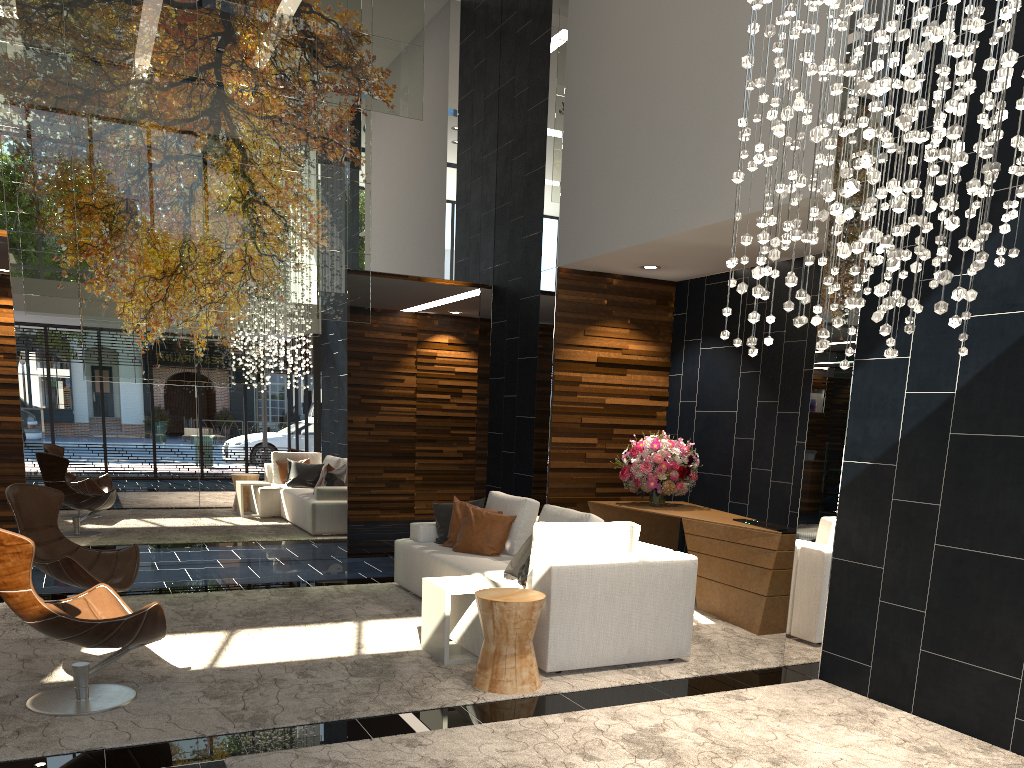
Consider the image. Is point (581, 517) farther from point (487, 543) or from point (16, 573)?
point (16, 573)

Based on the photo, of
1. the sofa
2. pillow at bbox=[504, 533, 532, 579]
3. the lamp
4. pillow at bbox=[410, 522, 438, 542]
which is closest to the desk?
the sofa

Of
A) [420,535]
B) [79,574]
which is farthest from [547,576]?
[79,574]

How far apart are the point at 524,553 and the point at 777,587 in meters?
1.9

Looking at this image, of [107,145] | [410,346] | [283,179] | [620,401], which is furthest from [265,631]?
[410,346]

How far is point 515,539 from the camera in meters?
6.5

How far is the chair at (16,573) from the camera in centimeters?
380cm

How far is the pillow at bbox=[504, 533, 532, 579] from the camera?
5.52m

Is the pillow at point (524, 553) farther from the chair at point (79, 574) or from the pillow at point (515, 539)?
the chair at point (79, 574)

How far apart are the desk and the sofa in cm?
103
